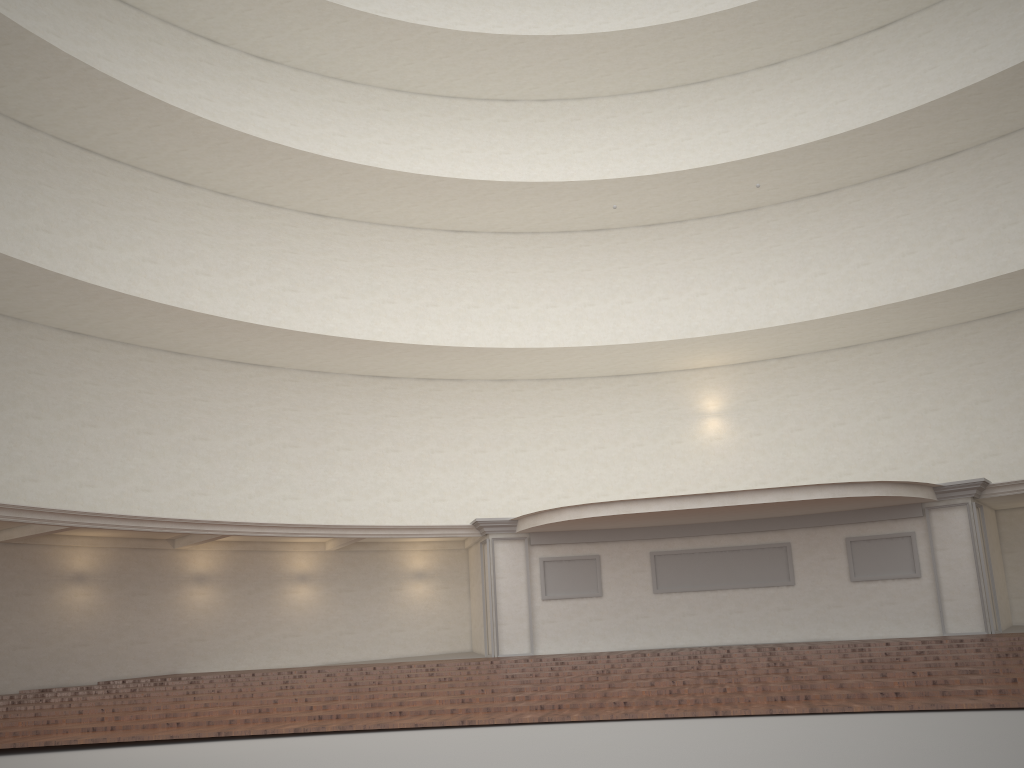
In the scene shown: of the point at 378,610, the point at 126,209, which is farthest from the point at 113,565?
the point at 126,209

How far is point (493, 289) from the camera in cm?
2423
